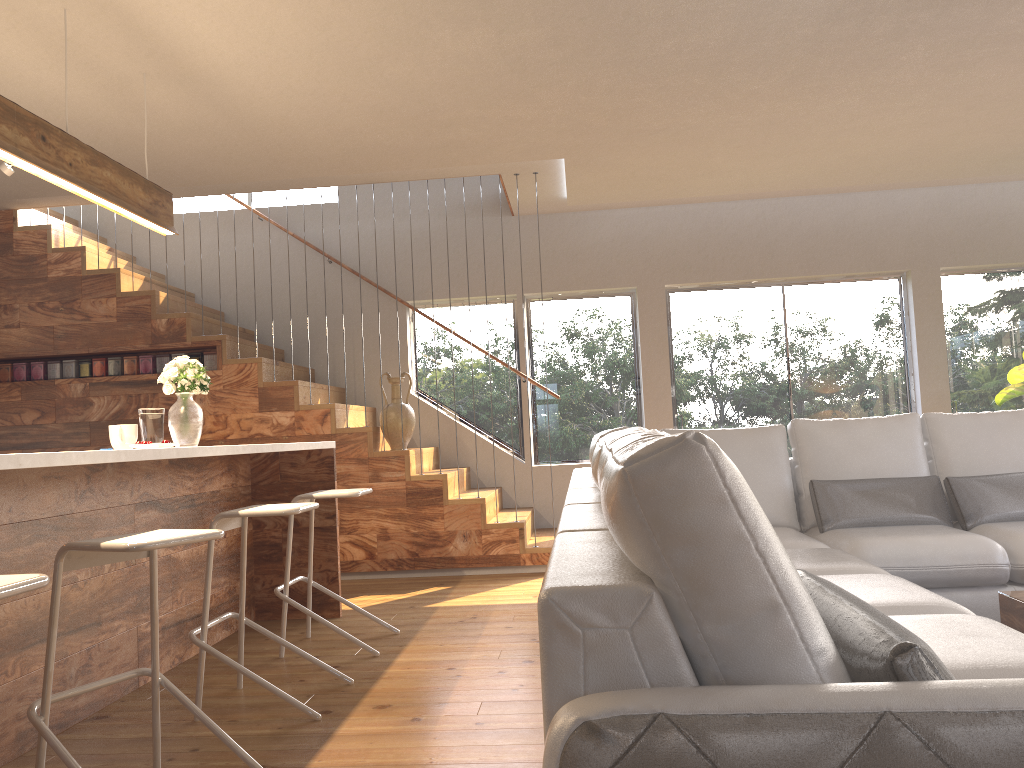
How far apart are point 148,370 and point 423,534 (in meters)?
2.35

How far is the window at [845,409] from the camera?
7.3 meters

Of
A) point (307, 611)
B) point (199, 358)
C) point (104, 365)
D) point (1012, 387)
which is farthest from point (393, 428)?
point (1012, 387)

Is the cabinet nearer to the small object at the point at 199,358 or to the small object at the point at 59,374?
the small object at the point at 199,358

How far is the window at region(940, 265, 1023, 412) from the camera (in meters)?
7.24

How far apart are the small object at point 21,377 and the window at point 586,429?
3.00m

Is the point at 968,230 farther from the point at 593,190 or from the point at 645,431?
the point at 645,431

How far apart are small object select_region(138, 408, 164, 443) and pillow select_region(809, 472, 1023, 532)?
3.0m

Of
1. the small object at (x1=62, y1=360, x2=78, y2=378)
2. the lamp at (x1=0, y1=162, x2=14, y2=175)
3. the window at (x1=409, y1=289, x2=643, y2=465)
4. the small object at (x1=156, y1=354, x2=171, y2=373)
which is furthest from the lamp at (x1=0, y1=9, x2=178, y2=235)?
the window at (x1=409, y1=289, x2=643, y2=465)

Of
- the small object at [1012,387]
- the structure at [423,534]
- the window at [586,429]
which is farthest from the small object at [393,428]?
the small object at [1012,387]
